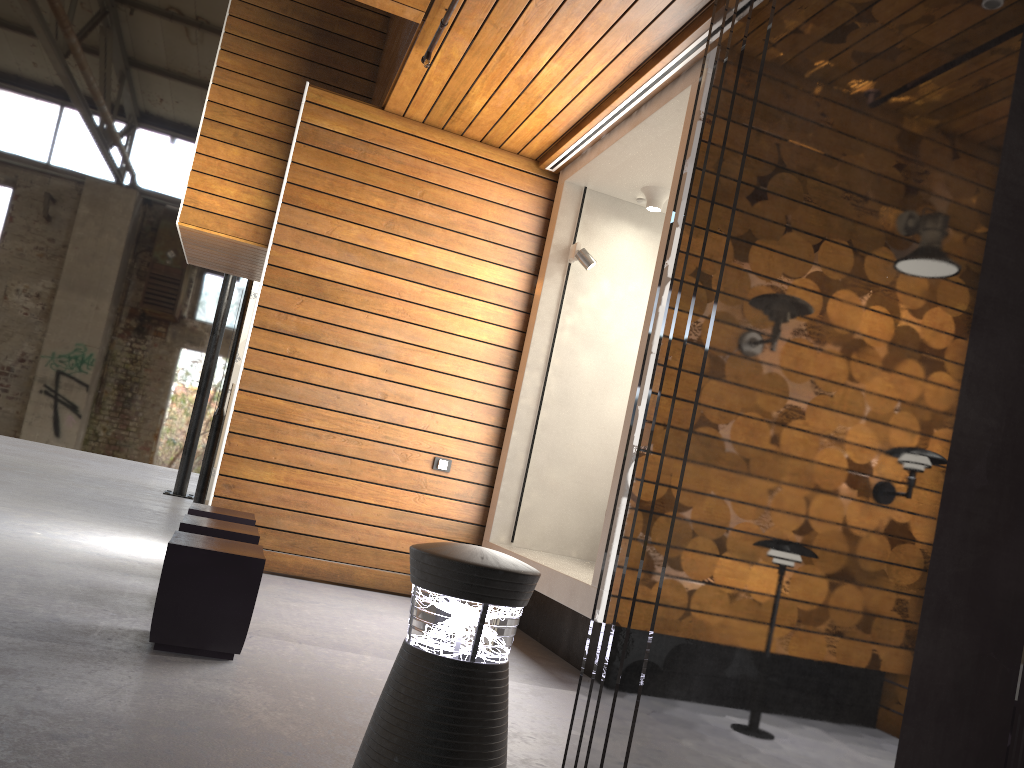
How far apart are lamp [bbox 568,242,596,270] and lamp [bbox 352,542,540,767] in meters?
4.2 m

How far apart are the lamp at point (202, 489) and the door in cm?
57

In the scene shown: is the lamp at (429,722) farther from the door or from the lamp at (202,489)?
the door

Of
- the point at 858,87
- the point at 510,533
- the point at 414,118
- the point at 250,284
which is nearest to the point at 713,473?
the point at 858,87

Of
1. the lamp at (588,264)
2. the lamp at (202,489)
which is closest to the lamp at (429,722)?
the lamp at (588,264)

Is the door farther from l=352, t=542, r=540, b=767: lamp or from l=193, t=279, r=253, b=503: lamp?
l=352, t=542, r=540, b=767: lamp

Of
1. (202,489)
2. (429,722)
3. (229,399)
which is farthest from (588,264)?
(229,399)

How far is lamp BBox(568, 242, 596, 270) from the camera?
5.77m

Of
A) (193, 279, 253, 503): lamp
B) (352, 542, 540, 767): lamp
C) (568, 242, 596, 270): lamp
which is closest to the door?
(193, 279, 253, 503): lamp

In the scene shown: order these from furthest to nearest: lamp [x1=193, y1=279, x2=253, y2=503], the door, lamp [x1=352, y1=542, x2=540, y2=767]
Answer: the door < lamp [x1=193, y1=279, x2=253, y2=503] < lamp [x1=352, y1=542, x2=540, y2=767]
